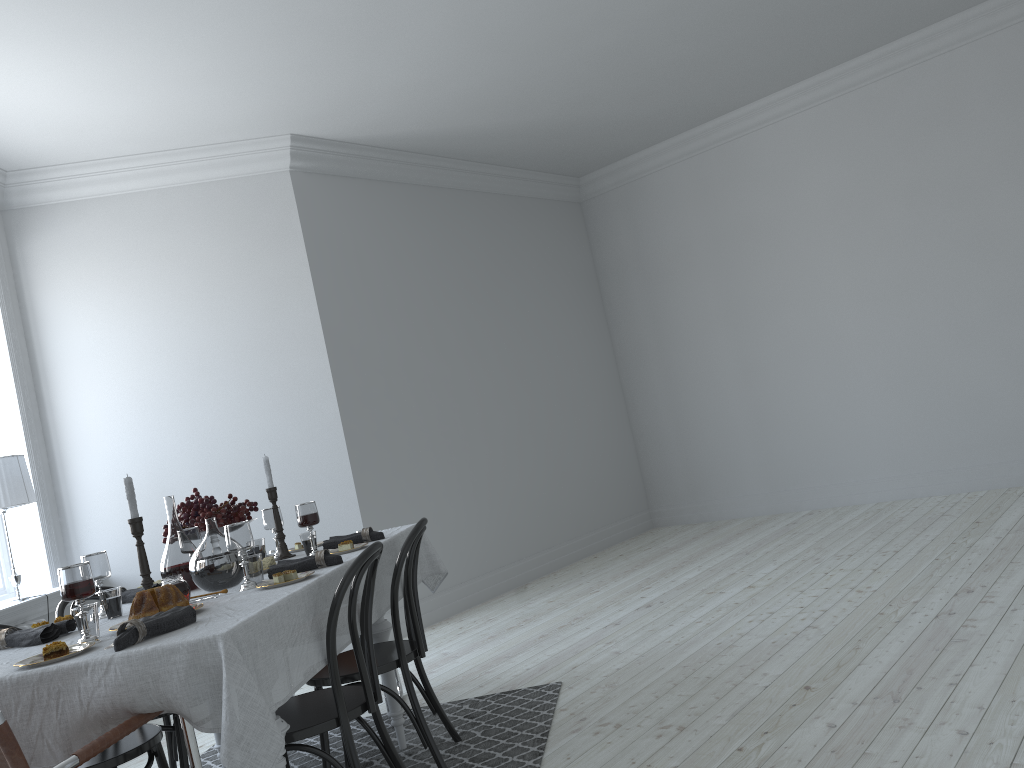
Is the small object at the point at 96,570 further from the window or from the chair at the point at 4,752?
the window

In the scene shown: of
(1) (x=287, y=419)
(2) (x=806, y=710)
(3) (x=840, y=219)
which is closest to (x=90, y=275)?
(1) (x=287, y=419)

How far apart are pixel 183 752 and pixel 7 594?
2.6m

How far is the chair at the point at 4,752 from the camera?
1.7 meters

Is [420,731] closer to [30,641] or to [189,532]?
[189,532]

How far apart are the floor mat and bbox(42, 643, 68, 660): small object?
1.6 meters

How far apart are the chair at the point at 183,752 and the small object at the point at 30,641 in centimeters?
65cm

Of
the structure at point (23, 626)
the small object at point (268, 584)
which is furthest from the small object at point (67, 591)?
the structure at point (23, 626)

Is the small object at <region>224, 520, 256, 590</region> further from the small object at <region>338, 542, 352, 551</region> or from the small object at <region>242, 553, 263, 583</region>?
the small object at <region>338, 542, 352, 551</region>

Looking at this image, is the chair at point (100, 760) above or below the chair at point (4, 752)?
below
